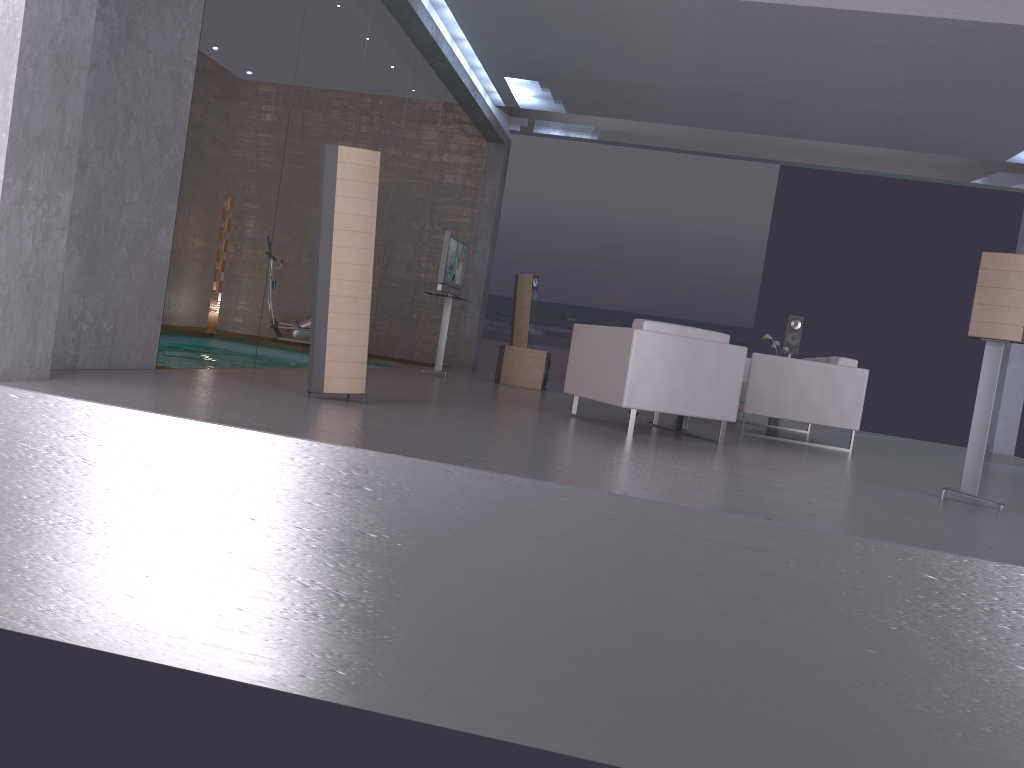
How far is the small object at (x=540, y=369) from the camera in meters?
10.3 m

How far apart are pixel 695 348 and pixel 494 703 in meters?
3.5 m

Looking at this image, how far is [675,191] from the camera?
19.02m

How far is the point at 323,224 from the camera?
5.06m

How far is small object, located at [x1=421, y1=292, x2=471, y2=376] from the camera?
10.08m

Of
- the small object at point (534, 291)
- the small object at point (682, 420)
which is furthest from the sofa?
the small object at point (534, 291)

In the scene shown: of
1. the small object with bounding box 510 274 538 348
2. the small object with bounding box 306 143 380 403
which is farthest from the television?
the small object with bounding box 306 143 380 403

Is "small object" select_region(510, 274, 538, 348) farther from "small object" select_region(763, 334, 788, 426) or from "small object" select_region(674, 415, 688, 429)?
"small object" select_region(674, 415, 688, 429)

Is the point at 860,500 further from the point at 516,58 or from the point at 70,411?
the point at 516,58

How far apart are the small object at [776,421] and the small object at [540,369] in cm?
266
